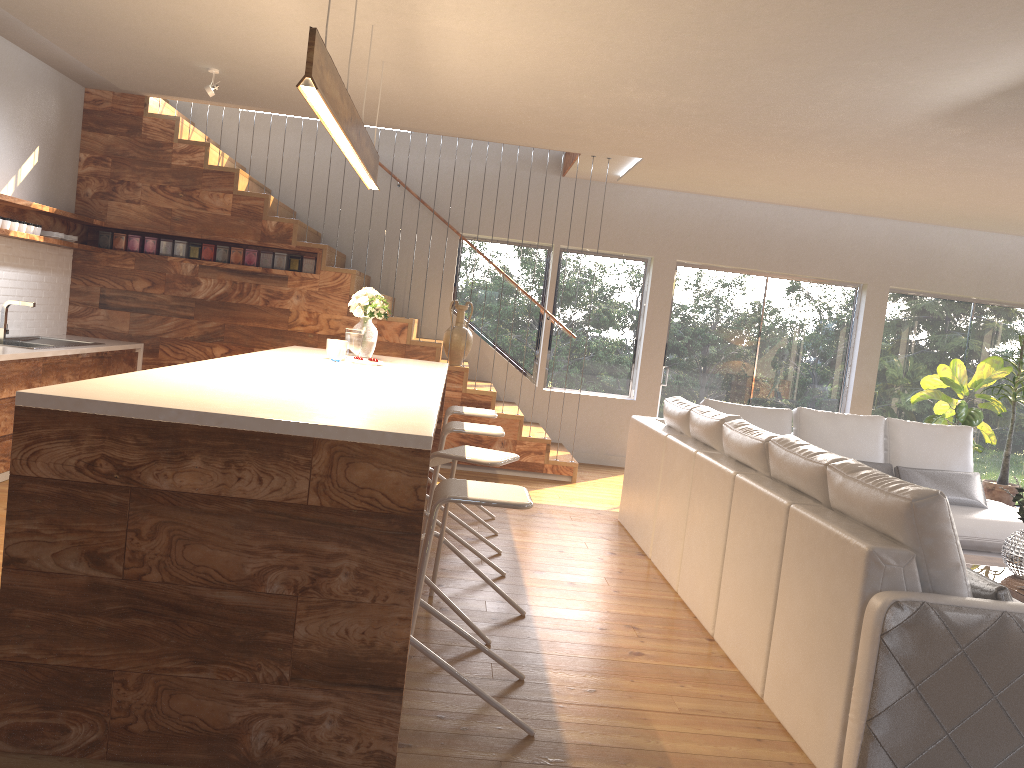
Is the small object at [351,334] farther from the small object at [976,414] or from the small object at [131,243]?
the small object at [976,414]

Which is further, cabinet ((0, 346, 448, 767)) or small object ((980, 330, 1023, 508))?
small object ((980, 330, 1023, 508))

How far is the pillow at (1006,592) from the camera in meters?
2.7

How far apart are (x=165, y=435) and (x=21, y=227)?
4.62m

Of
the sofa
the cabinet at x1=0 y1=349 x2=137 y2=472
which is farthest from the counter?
the sofa

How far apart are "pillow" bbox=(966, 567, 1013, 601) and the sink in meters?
6.1

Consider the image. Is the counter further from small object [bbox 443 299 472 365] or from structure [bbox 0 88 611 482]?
small object [bbox 443 299 472 365]

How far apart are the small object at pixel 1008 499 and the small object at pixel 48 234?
8.48m

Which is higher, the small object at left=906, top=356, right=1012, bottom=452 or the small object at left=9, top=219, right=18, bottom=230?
the small object at left=9, top=219, right=18, bottom=230

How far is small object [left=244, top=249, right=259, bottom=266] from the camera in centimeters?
744cm
